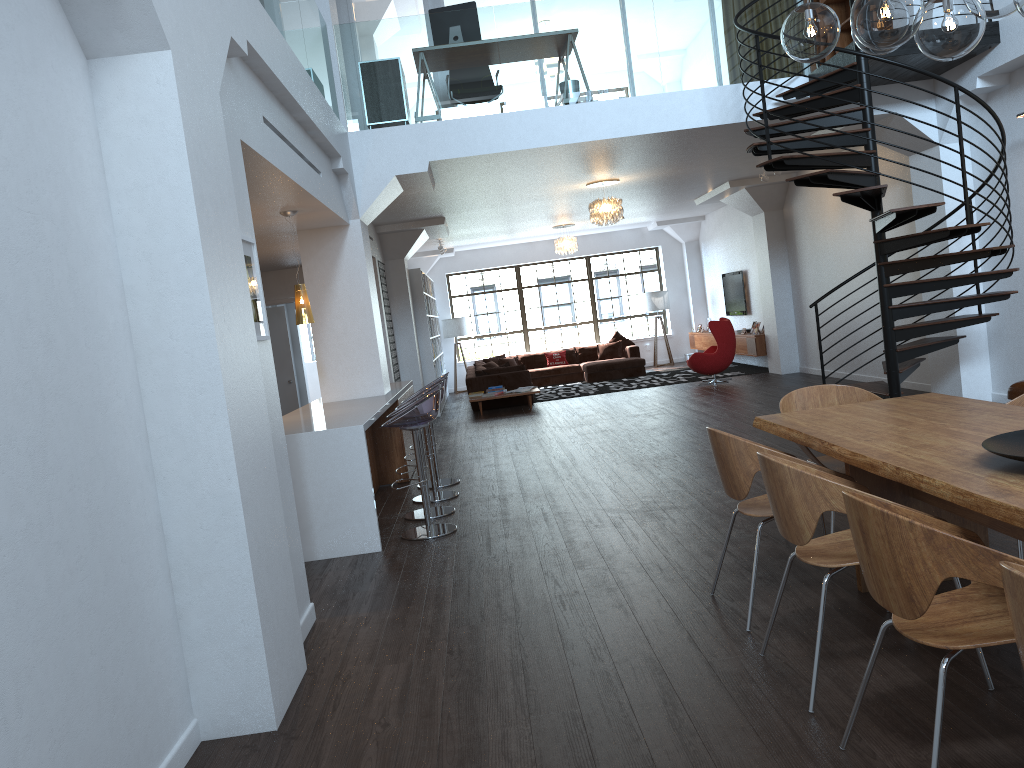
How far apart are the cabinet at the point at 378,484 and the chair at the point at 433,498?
0.8 meters

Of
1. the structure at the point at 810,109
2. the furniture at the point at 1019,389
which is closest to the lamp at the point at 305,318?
the structure at the point at 810,109

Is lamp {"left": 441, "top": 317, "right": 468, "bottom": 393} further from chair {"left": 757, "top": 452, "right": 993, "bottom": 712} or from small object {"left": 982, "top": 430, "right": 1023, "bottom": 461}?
small object {"left": 982, "top": 430, "right": 1023, "bottom": 461}

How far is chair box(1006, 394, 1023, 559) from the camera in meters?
4.2

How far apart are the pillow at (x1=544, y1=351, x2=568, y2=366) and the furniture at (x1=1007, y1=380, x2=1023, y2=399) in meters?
11.6

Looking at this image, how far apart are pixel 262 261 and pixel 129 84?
7.76m

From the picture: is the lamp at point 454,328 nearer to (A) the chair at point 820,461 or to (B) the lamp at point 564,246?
(B) the lamp at point 564,246

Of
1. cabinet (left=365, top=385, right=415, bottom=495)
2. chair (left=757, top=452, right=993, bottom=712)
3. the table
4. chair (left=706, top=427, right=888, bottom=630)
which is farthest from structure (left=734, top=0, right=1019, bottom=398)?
cabinet (left=365, top=385, right=415, bottom=495)

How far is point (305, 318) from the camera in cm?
709

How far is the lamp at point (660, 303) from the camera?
18.6 meters
